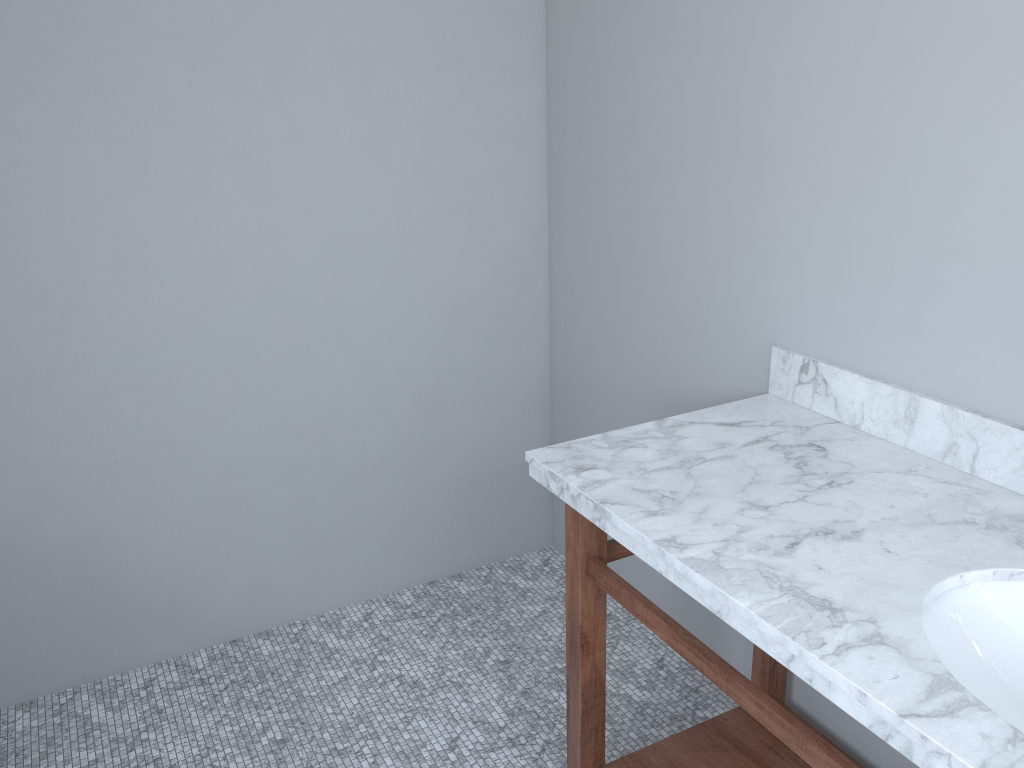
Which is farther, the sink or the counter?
the sink

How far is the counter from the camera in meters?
1.1 m

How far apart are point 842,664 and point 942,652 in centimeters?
20cm

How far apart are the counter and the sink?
0.0m

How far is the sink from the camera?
1.2 meters

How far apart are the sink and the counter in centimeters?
1cm

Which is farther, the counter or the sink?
the sink

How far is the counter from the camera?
1.1 meters

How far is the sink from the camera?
1.2 meters
